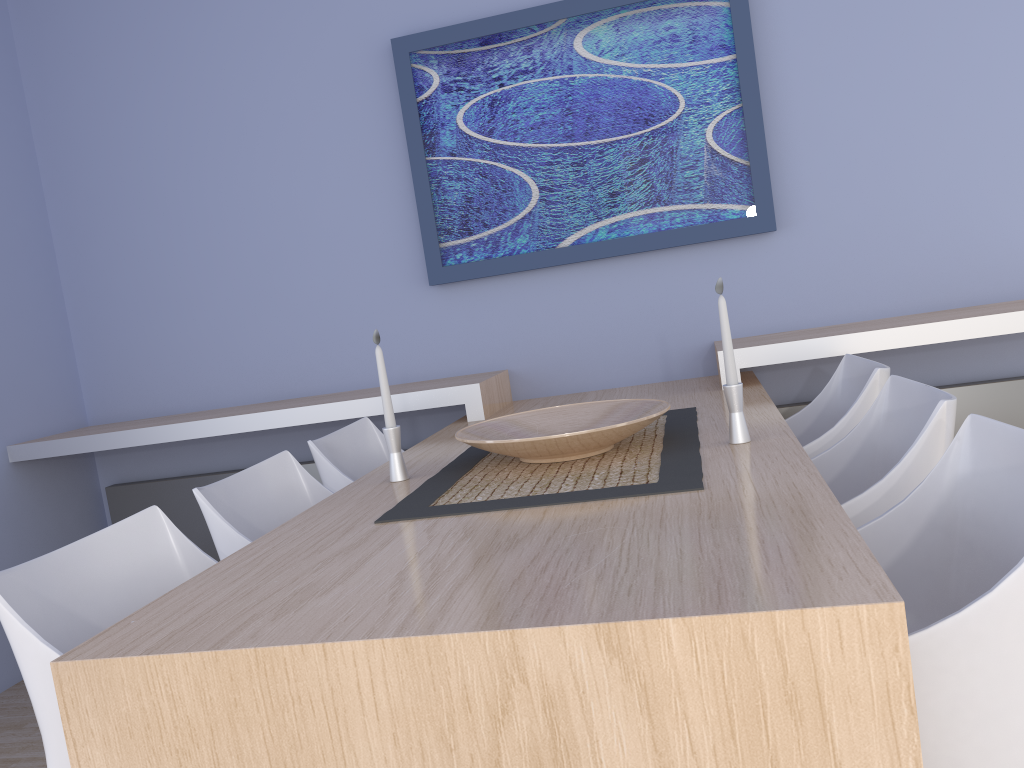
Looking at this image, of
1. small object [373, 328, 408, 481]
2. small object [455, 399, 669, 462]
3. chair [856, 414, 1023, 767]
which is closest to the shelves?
small object [455, 399, 669, 462]

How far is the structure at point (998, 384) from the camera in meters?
2.9 m

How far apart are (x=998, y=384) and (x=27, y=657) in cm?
287

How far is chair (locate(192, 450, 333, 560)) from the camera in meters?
1.9

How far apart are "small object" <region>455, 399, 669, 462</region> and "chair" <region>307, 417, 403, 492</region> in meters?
0.5

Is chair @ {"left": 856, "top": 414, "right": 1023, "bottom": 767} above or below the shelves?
below

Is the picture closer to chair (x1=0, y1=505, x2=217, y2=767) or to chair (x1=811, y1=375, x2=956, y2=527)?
chair (x1=811, y1=375, x2=956, y2=527)

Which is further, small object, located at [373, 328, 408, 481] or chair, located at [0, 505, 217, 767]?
small object, located at [373, 328, 408, 481]

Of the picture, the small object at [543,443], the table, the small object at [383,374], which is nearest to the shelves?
the table

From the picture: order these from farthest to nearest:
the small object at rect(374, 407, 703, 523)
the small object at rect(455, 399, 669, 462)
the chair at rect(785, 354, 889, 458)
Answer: the chair at rect(785, 354, 889, 458), the small object at rect(455, 399, 669, 462), the small object at rect(374, 407, 703, 523)
